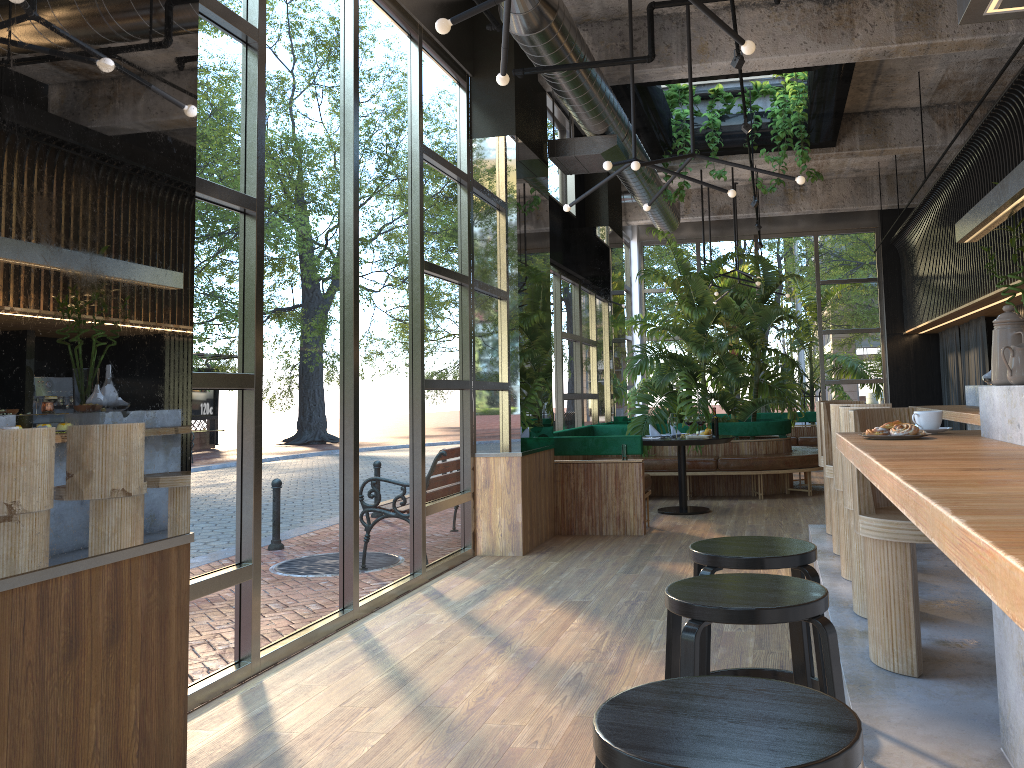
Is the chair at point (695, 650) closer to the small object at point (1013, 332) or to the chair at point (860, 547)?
the small object at point (1013, 332)

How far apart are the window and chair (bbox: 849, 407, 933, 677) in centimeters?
265cm

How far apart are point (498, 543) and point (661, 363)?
4.5m

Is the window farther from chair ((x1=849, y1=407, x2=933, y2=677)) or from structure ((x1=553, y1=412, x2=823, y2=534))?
chair ((x1=849, y1=407, x2=933, y2=677))

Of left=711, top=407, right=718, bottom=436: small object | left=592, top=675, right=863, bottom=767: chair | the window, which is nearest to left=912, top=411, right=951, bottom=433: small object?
left=711, top=407, right=718, bottom=436: small object

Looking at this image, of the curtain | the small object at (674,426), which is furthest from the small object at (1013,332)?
the curtain

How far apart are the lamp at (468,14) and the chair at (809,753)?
2.6 meters

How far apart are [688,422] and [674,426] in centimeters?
585cm

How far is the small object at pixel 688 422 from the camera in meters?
2.9

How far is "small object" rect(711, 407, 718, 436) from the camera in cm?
256
